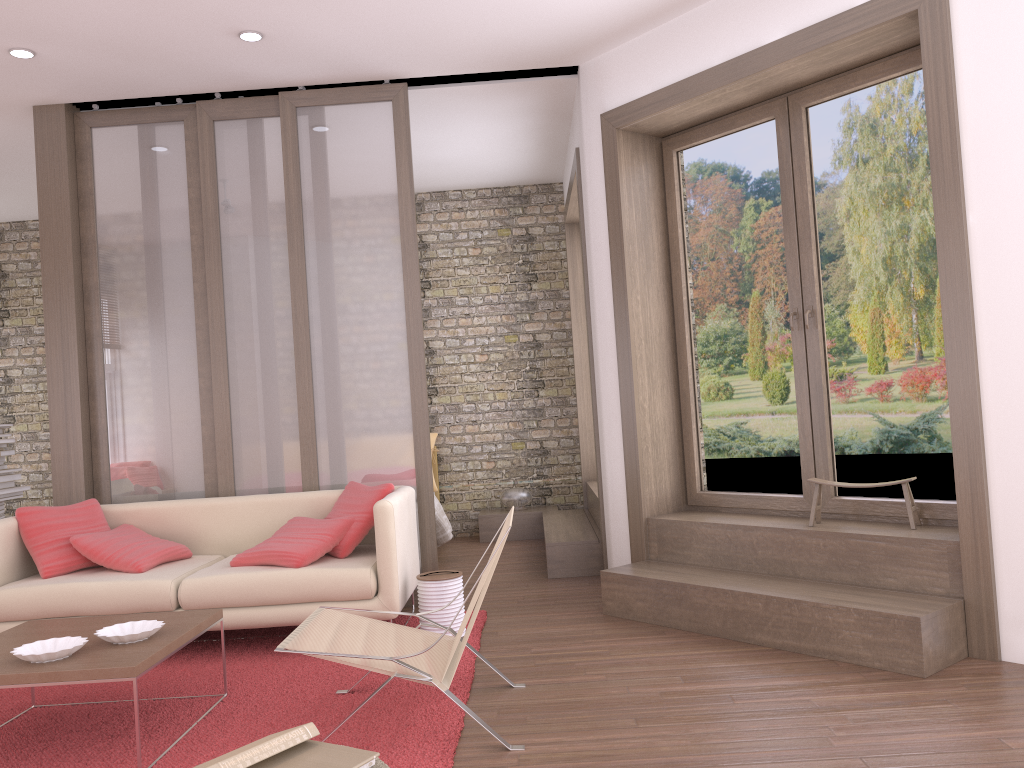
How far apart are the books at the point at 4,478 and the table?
2.8 meters

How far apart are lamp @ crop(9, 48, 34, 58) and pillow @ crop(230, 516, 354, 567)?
2.88m

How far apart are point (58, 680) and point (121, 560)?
1.8m

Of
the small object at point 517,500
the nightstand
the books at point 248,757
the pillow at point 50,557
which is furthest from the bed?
the books at point 248,757

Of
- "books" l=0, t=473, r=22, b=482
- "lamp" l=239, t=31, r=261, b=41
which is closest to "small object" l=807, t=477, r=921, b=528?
"lamp" l=239, t=31, r=261, b=41

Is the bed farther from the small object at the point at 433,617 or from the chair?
the chair

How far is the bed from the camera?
6.8 meters

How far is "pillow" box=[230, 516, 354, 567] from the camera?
4.5 meters

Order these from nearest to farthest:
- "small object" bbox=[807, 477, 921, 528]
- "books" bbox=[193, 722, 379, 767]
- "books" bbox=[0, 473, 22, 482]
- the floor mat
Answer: "books" bbox=[193, 722, 379, 767], the floor mat, "small object" bbox=[807, 477, 921, 528], "books" bbox=[0, 473, 22, 482]

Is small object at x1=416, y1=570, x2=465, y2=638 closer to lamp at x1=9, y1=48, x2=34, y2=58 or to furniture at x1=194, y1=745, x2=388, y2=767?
furniture at x1=194, y1=745, x2=388, y2=767
